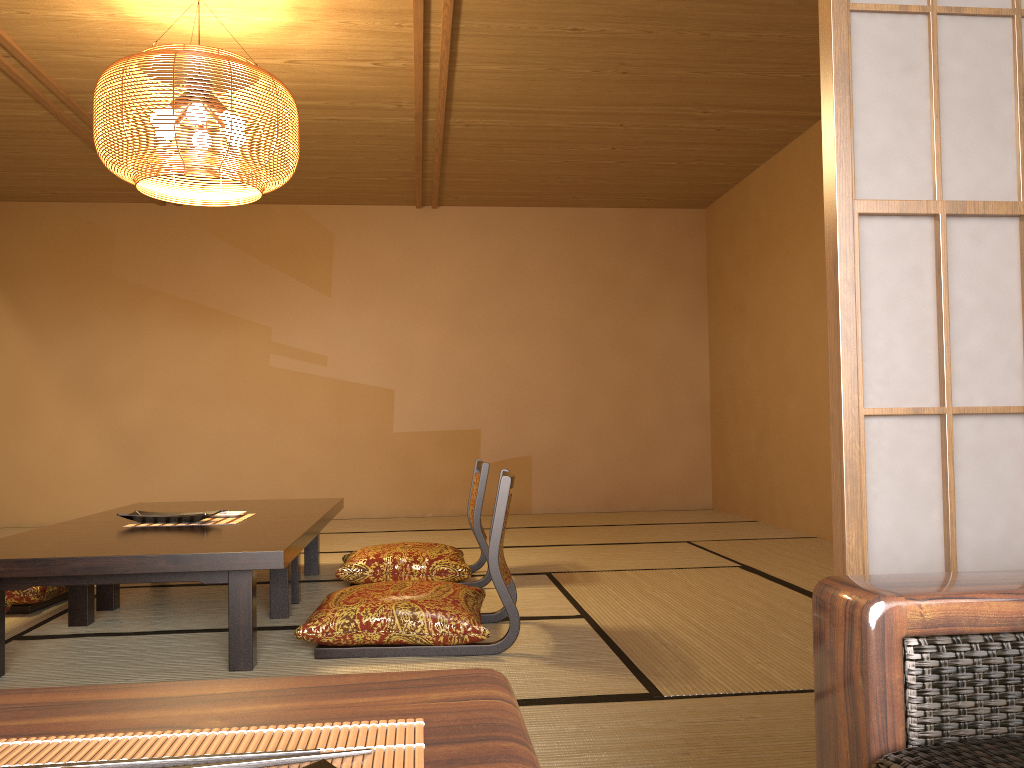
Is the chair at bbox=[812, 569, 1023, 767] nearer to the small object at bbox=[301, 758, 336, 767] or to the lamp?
the small object at bbox=[301, 758, 336, 767]

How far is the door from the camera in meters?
1.3 m

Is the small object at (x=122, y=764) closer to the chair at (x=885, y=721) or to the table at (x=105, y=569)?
the chair at (x=885, y=721)

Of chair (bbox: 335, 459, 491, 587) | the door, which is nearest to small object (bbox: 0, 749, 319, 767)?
the door

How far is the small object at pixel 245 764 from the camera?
0.5m

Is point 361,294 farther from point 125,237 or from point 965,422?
point 965,422

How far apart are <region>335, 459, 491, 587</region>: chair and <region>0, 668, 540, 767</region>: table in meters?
3.1

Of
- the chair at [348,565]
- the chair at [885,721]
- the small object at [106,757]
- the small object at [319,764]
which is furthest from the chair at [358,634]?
the small object at [319,764]

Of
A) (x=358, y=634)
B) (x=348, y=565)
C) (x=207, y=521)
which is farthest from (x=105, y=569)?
(x=348, y=565)

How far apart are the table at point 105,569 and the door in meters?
1.5 m
